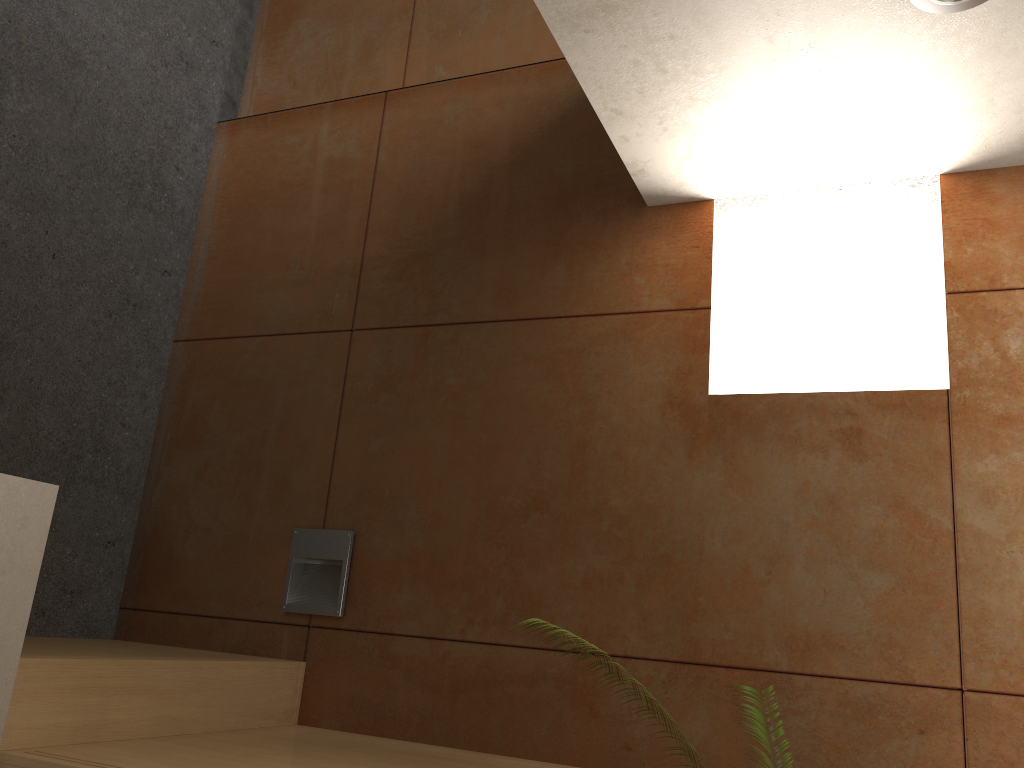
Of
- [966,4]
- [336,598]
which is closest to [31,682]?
[336,598]

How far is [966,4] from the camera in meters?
1.7 m

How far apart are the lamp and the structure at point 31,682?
2.0 meters

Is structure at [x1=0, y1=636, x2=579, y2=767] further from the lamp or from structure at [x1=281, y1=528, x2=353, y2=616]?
the lamp

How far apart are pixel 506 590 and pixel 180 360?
1.6m

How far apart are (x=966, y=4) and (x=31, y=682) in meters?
2.3

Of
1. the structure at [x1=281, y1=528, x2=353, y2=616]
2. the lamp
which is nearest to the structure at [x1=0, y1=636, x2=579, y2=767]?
the structure at [x1=281, y1=528, x2=353, y2=616]

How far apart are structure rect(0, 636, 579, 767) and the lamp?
2.0 meters

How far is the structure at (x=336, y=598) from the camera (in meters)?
2.73

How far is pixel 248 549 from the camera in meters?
2.9 m
